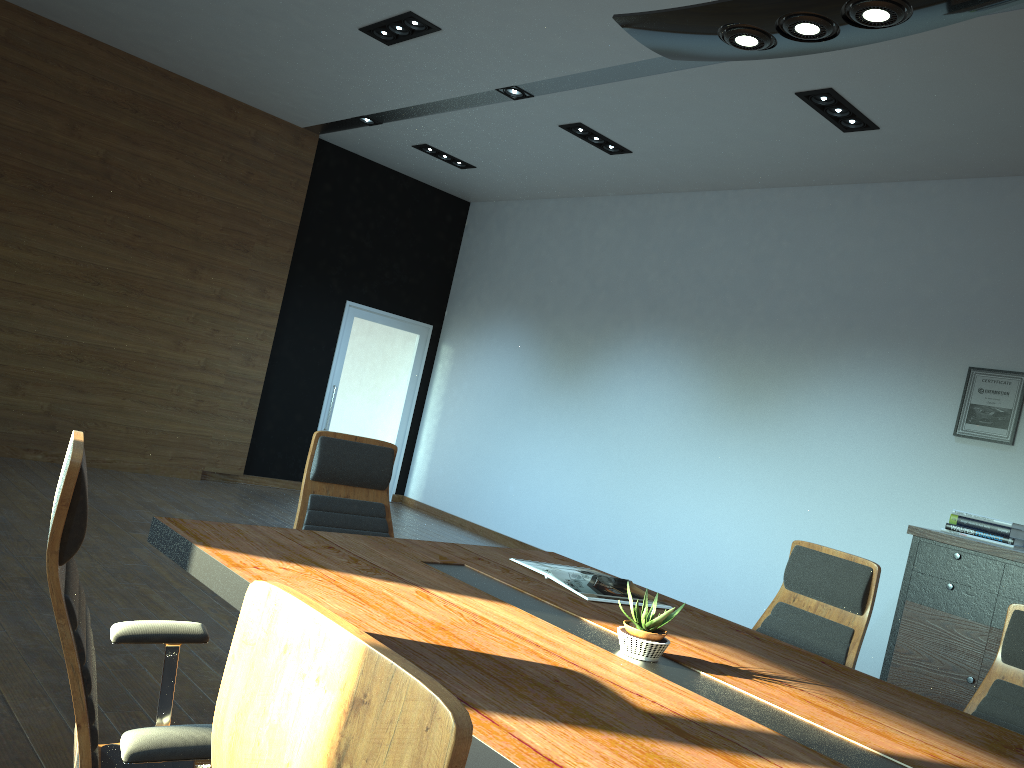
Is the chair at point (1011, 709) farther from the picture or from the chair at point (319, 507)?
the picture

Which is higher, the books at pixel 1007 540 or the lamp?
the lamp

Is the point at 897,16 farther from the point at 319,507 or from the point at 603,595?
the point at 319,507

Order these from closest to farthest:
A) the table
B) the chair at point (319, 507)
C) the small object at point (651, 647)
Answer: the table
the small object at point (651, 647)
the chair at point (319, 507)

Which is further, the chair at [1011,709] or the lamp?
the chair at [1011,709]

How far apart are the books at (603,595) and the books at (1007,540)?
3.3m

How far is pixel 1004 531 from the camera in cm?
546

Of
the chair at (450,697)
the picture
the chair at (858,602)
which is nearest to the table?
the chair at (858,602)

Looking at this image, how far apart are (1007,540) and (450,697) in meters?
5.7 m

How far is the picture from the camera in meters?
5.8 m
